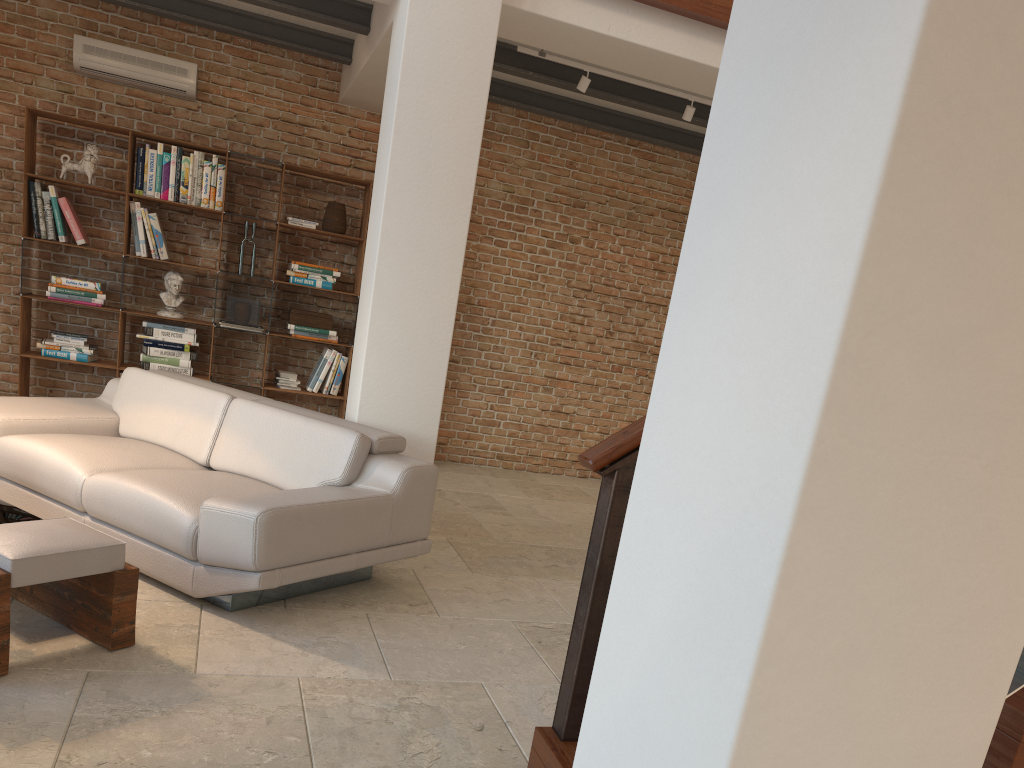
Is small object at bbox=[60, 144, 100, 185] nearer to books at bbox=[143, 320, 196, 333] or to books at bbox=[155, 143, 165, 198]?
books at bbox=[155, 143, 165, 198]

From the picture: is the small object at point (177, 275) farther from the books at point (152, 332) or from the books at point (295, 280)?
the books at point (295, 280)

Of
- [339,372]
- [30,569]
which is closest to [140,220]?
[339,372]

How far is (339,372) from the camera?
7.2 meters

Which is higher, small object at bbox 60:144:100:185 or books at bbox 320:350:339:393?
small object at bbox 60:144:100:185

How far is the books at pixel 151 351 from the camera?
6.8m

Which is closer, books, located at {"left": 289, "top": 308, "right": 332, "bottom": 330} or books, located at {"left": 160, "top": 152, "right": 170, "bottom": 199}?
books, located at {"left": 160, "top": 152, "right": 170, "bottom": 199}

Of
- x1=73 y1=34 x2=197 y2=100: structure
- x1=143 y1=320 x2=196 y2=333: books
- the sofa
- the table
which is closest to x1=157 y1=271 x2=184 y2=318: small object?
x1=143 y1=320 x2=196 y2=333: books

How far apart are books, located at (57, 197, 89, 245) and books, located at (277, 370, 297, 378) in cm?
175

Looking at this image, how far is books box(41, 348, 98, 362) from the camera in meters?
6.6
